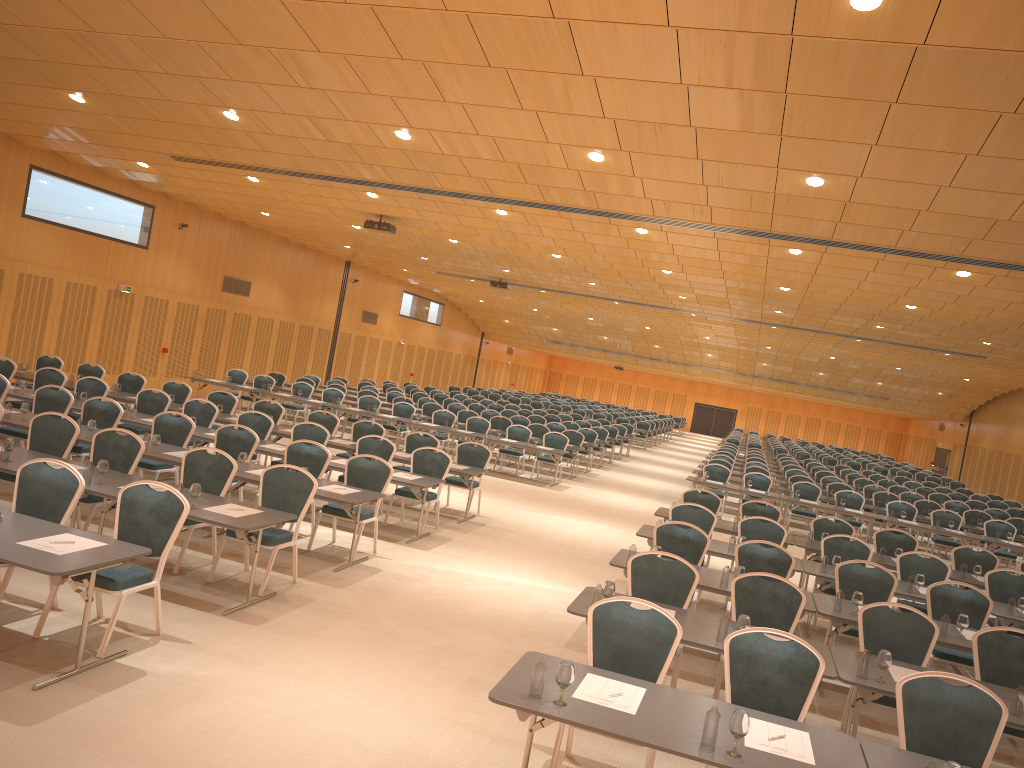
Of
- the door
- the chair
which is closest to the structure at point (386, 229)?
the chair

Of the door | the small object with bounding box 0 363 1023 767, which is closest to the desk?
the small object with bounding box 0 363 1023 767

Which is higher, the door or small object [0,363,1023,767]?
the door

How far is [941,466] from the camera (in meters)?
46.49

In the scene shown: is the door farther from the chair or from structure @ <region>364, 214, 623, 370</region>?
structure @ <region>364, 214, 623, 370</region>

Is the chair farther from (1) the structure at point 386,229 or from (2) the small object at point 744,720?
(1) the structure at point 386,229

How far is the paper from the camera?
4.5 meters

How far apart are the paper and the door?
40.3 meters

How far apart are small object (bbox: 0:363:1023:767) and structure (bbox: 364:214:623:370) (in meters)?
9.55

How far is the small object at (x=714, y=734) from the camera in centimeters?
432cm
